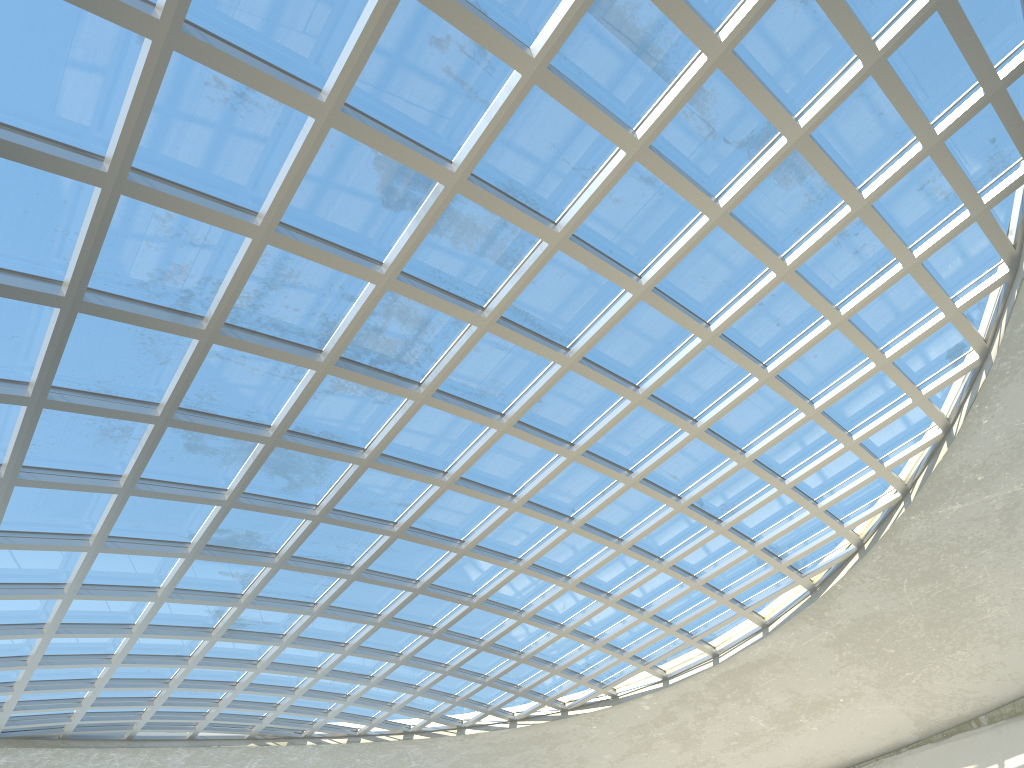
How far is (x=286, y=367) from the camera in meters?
42.1
